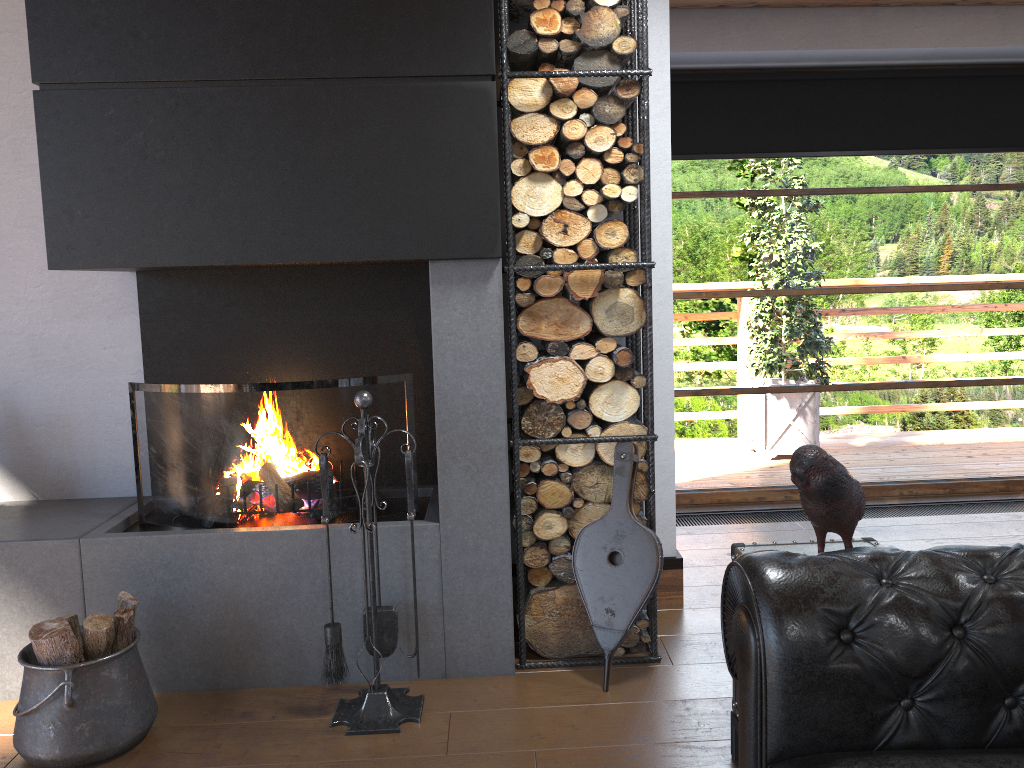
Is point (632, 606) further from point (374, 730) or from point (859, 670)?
point (859, 670)

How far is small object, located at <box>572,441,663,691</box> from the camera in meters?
2.9 m

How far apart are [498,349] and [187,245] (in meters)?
1.03

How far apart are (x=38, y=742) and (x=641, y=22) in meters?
2.8

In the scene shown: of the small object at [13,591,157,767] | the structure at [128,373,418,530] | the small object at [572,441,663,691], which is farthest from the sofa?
the small object at [13,591,157,767]

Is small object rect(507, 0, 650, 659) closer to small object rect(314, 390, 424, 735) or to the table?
small object rect(314, 390, 424, 735)

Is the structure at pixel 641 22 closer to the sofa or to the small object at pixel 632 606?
the small object at pixel 632 606

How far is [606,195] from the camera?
2.9m

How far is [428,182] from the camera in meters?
2.8 m

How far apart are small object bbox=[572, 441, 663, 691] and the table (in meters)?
0.51
